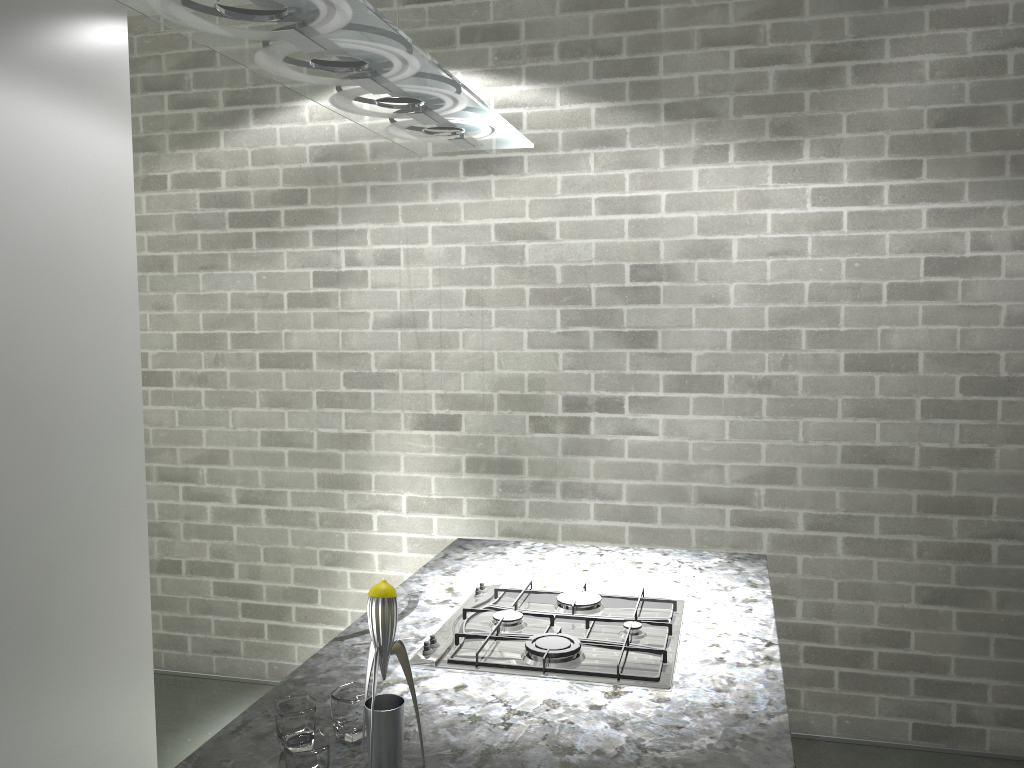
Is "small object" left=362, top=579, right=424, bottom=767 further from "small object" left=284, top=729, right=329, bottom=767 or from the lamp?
the lamp

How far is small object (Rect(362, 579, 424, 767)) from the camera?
1.3m

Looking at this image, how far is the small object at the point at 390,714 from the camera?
1.3 meters

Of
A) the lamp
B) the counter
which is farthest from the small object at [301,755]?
the lamp

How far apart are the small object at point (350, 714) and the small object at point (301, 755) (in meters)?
0.10

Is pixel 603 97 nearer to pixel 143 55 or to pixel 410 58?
pixel 143 55

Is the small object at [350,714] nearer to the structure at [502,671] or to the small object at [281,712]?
the small object at [281,712]

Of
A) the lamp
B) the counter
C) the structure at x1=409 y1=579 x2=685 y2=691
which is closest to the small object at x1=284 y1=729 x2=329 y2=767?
the counter

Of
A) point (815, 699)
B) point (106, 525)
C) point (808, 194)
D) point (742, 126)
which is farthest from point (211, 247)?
point (815, 699)

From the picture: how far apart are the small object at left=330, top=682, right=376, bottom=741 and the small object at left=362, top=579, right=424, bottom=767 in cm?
11
